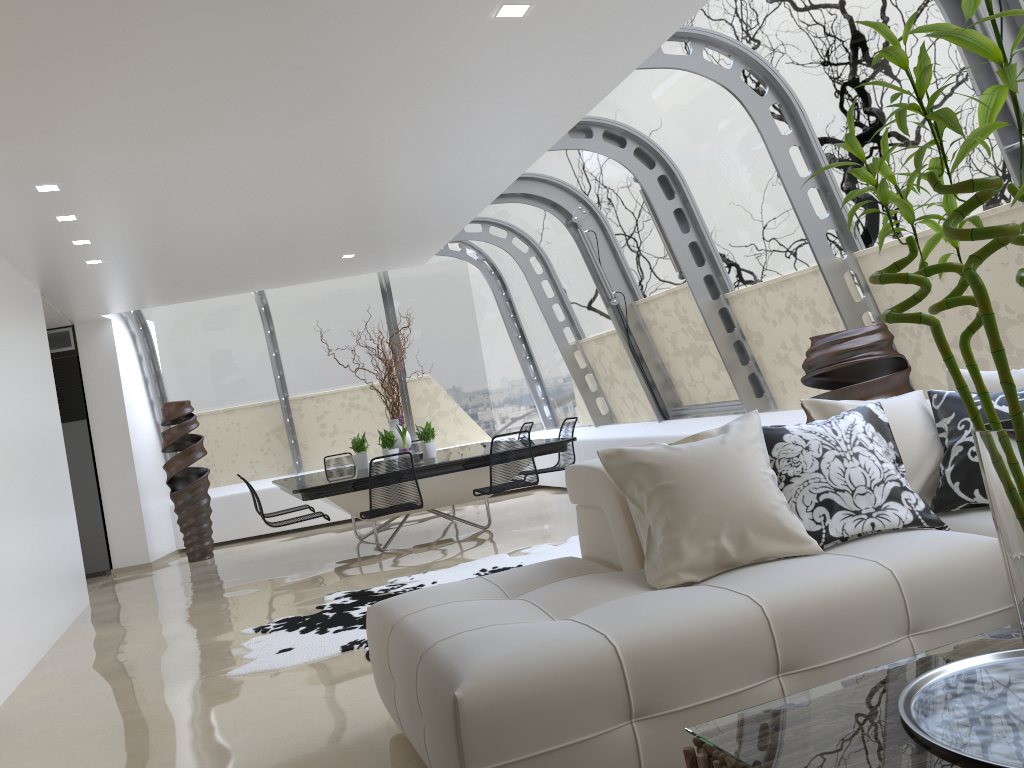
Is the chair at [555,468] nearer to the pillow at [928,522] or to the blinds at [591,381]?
the blinds at [591,381]

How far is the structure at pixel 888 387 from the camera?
4.73m

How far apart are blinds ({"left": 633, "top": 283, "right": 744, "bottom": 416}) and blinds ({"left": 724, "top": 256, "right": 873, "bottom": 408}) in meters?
0.4

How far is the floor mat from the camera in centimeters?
472cm

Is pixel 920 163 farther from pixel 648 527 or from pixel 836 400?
pixel 836 400

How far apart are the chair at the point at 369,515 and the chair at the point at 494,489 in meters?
0.6 m

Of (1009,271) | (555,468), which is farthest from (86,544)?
(1009,271)

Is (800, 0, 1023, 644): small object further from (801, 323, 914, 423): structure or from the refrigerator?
the refrigerator

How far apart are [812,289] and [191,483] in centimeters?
701cm

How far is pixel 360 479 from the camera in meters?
7.2 m
